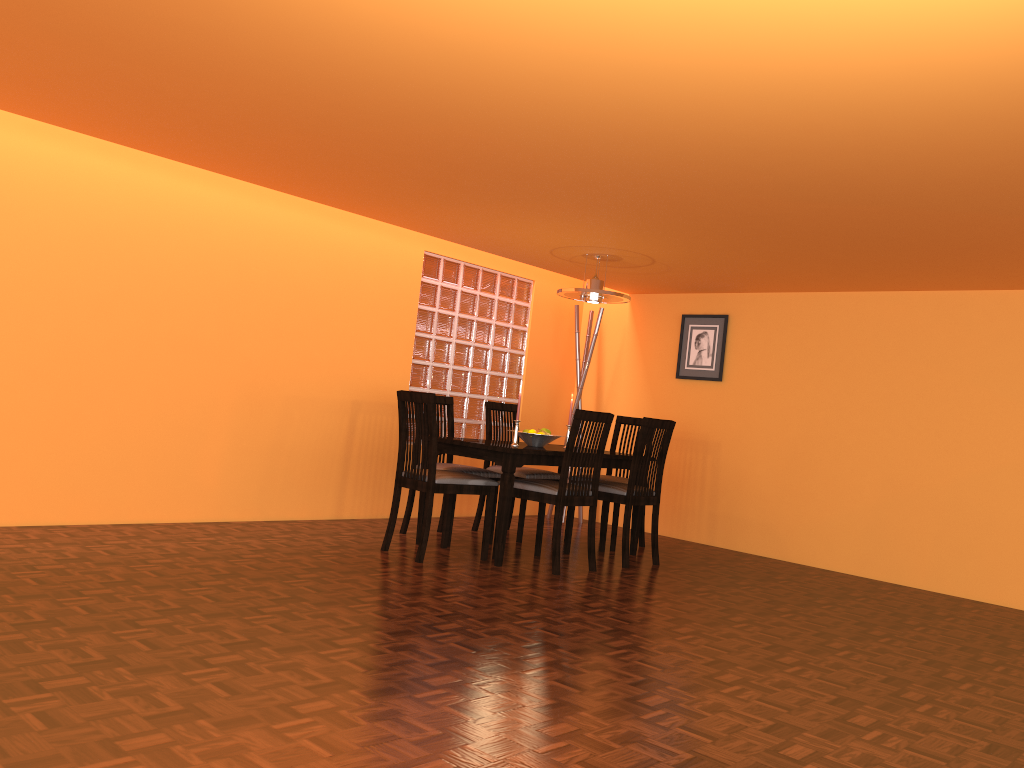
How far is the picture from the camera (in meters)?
6.05

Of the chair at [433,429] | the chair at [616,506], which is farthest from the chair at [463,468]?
the chair at [616,506]

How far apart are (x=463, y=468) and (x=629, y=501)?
0.9m

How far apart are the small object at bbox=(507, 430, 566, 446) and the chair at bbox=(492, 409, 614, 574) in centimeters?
34cm

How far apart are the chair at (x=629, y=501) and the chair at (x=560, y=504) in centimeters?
25cm

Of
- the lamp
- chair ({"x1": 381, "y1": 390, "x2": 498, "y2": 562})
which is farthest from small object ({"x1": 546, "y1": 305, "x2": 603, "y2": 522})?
chair ({"x1": 381, "y1": 390, "x2": 498, "y2": 562})

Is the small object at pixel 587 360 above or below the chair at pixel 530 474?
above

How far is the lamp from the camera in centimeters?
500cm

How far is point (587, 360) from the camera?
6.4 meters

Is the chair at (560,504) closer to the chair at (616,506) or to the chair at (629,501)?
the chair at (629,501)
